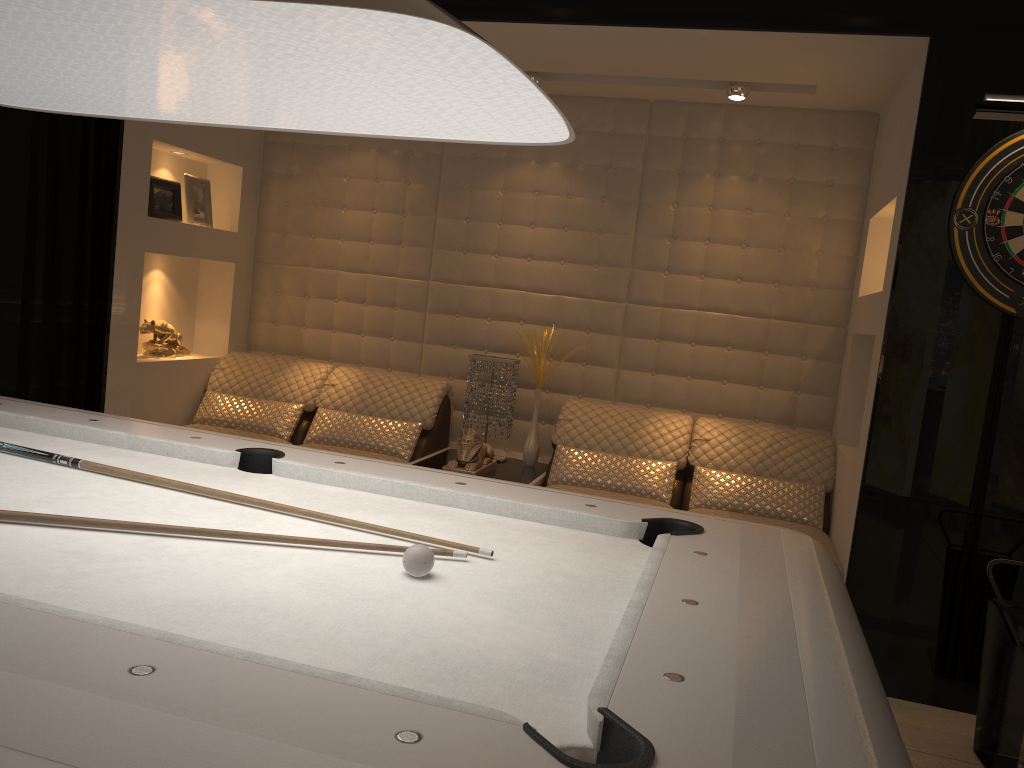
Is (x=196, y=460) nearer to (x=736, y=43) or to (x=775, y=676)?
(x=775, y=676)

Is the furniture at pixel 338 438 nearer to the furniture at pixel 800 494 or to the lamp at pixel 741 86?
the furniture at pixel 800 494

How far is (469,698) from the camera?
1.1 meters

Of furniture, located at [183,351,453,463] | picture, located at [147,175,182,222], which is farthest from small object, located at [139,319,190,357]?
picture, located at [147,175,182,222]

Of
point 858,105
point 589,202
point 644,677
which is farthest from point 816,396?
point 644,677

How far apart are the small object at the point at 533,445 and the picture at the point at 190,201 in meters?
1.9 m

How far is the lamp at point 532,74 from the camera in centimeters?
415cm

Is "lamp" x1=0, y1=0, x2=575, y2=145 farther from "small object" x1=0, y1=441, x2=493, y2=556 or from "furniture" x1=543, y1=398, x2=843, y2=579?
"furniture" x1=543, y1=398, x2=843, y2=579

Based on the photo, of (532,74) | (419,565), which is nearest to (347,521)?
(419,565)

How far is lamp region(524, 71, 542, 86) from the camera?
4.2 meters
